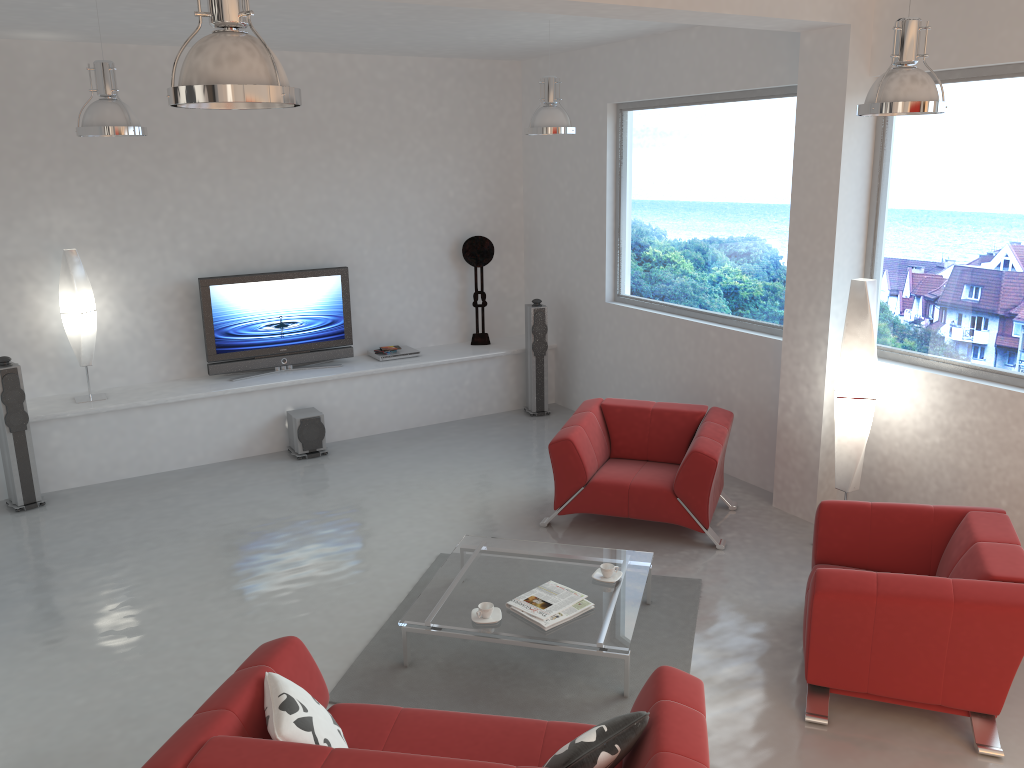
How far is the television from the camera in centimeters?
788cm

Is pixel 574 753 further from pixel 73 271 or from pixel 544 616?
pixel 73 271

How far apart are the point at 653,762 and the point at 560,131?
4.7m

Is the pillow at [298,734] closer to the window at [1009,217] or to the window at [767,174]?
the window at [1009,217]

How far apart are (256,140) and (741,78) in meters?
4.2

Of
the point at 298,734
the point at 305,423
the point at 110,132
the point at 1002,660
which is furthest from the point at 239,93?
the point at 305,423

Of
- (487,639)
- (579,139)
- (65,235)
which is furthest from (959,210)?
(65,235)

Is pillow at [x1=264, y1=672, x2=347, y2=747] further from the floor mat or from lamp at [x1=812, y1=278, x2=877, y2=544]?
lamp at [x1=812, y1=278, x2=877, y2=544]

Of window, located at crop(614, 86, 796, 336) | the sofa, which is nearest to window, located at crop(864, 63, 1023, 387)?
window, located at crop(614, 86, 796, 336)

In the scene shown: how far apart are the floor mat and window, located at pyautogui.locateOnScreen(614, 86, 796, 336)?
2.3 meters
